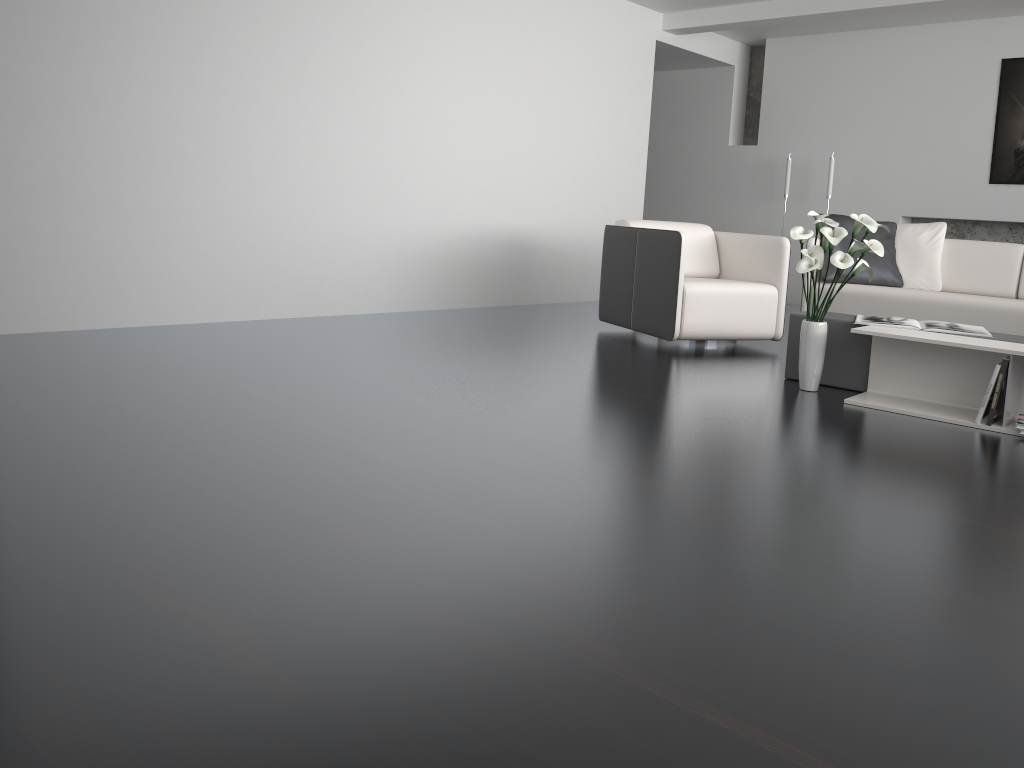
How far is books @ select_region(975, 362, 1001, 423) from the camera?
3.3m

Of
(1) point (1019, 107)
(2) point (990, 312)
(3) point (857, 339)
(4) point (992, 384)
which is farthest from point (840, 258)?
(1) point (1019, 107)

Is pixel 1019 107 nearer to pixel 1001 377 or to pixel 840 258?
pixel 840 258

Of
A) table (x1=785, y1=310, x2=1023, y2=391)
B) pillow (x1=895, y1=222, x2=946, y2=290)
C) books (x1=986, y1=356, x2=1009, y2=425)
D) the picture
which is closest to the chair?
table (x1=785, y1=310, x2=1023, y2=391)

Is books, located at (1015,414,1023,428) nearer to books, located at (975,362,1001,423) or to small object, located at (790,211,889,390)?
books, located at (975,362,1001,423)

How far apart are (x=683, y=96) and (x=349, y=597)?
8.1 meters

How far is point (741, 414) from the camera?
3.4 meters

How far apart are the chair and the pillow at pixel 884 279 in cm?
61

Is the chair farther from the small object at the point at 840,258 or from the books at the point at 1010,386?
the books at the point at 1010,386

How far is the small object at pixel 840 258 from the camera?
3.6 meters
